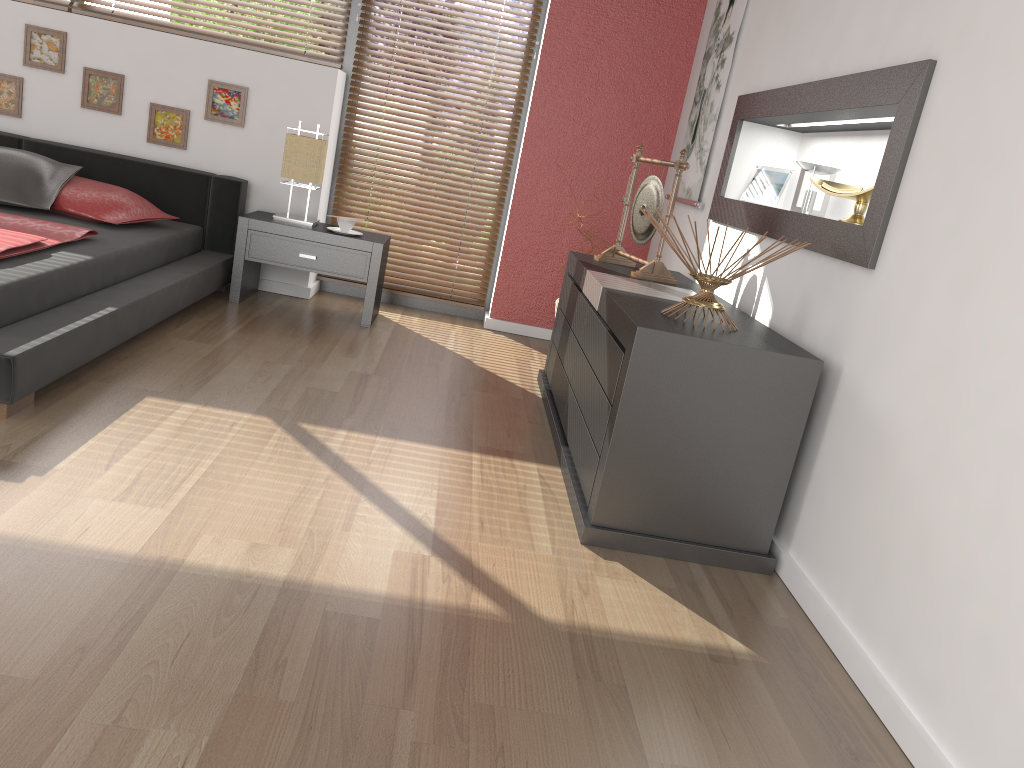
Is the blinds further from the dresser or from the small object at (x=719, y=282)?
the small object at (x=719, y=282)

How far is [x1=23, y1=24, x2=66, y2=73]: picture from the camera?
4.4 meters

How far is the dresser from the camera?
2.3m

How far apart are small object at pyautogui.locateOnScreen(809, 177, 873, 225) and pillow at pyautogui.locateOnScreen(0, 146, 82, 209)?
3.2m

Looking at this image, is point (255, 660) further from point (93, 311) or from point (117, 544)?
point (93, 311)

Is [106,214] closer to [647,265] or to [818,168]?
[647,265]

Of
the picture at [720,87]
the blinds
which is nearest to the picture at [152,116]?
the blinds

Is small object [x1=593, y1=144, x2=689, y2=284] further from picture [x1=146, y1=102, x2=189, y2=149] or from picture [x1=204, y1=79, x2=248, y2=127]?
picture [x1=146, y1=102, x2=189, y2=149]

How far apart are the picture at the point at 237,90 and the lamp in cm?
42

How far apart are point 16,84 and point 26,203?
1.05m
